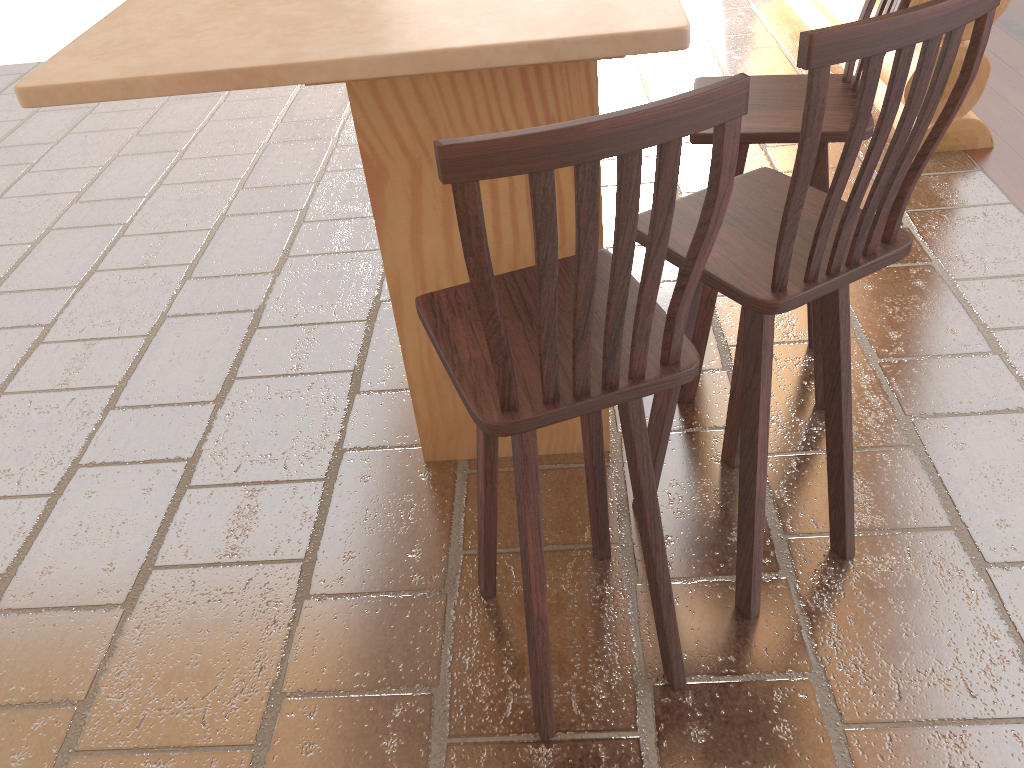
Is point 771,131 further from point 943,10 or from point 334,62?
point 334,62

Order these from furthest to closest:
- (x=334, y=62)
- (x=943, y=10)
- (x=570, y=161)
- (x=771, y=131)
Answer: (x=771, y=131) → (x=334, y=62) → (x=943, y=10) → (x=570, y=161)

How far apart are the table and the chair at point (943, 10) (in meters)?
0.27

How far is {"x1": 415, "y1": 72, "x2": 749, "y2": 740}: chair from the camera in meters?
1.1

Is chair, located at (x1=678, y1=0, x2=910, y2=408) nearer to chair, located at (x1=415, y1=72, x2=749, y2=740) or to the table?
the table

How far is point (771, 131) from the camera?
2.09m

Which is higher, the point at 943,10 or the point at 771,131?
the point at 943,10

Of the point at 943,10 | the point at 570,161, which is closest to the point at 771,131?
the point at 943,10

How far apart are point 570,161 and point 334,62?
0.7 meters

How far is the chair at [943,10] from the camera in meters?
1.3 m
